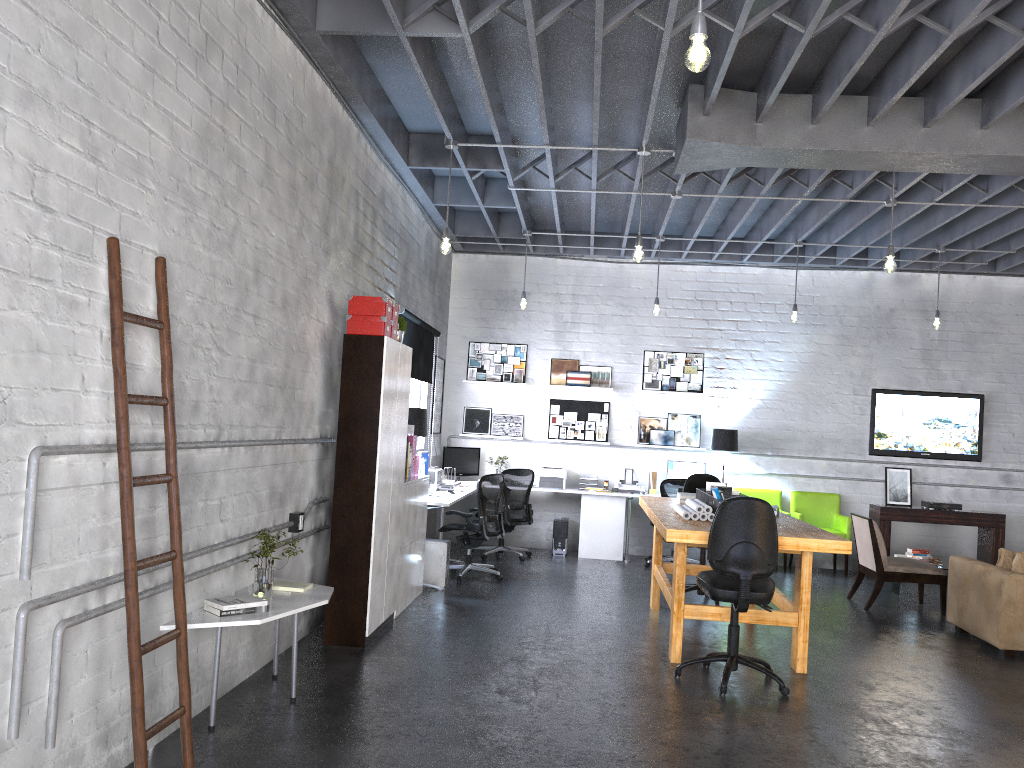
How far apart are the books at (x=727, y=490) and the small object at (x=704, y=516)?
0.5 meters

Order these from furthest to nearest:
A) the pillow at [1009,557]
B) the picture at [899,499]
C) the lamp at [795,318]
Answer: the picture at [899,499]
the lamp at [795,318]
the pillow at [1009,557]

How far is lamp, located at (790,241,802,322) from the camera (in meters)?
9.56

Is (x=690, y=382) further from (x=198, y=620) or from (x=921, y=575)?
(x=198, y=620)

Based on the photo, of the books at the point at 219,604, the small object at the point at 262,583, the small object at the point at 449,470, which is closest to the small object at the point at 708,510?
the small object at the point at 262,583

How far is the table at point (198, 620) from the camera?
4.0 meters

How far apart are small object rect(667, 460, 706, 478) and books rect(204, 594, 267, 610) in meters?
7.1

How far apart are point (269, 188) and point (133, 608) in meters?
2.6

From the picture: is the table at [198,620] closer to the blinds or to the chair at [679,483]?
the blinds

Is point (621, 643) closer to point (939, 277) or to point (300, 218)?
point (300, 218)
